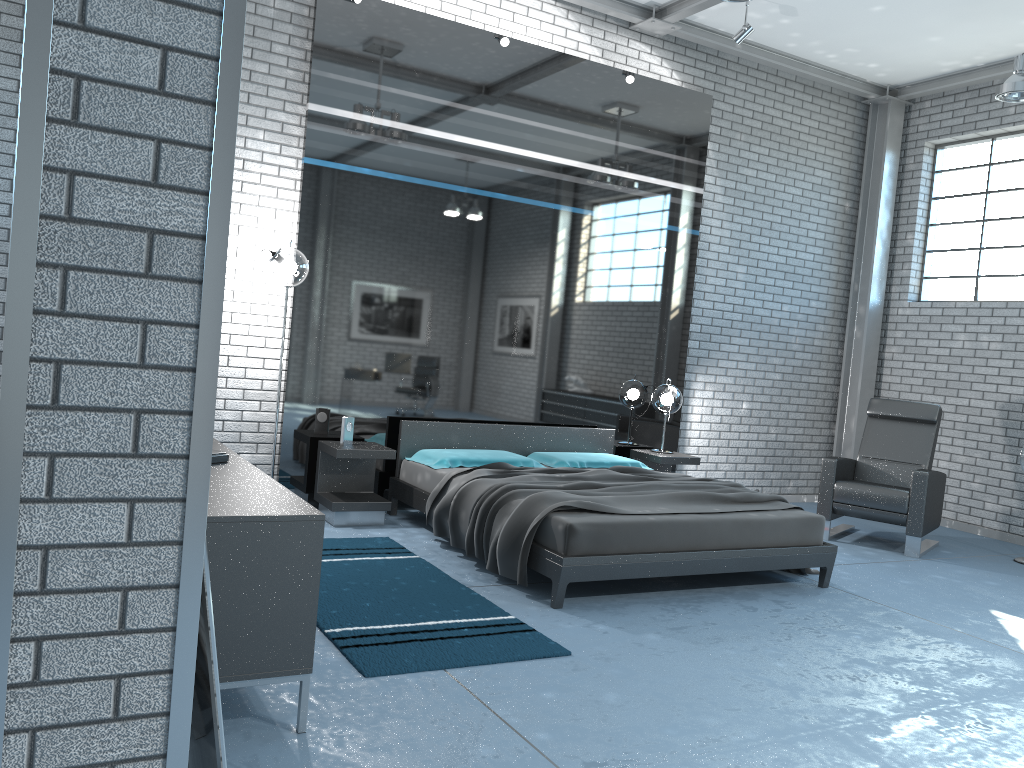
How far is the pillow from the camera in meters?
5.9

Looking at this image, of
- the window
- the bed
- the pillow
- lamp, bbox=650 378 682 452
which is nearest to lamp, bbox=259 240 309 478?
the bed

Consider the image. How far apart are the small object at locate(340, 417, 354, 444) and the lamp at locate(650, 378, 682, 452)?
2.6m

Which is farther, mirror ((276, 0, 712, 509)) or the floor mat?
mirror ((276, 0, 712, 509))

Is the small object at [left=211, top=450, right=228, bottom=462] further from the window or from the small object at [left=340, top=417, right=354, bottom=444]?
the window

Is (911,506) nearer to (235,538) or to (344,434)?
(344,434)

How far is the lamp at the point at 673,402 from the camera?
7.1m

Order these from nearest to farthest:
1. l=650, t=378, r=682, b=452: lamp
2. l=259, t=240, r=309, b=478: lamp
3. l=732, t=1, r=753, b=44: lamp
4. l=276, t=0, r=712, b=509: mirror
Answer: l=259, t=240, r=309, b=478: lamp
l=276, t=0, r=712, b=509: mirror
l=732, t=1, r=753, b=44: lamp
l=650, t=378, r=682, b=452: lamp

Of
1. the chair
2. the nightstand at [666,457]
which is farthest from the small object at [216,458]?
the chair

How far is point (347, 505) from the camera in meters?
5.7 m
